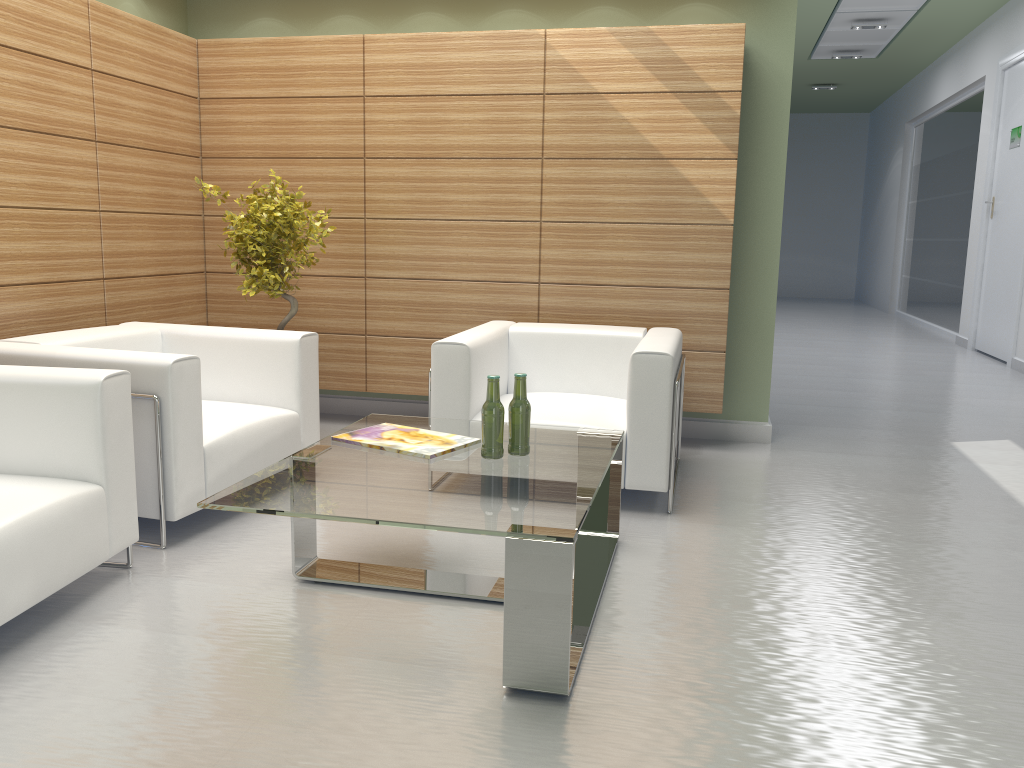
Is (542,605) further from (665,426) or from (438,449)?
(665,426)

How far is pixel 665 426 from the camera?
6.4m

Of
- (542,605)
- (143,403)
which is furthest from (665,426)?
(143,403)

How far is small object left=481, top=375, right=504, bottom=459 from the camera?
5.0m

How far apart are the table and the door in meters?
12.2 m

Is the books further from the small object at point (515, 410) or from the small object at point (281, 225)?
the small object at point (281, 225)

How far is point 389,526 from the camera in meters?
6.2 m

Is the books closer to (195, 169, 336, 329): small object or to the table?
the table

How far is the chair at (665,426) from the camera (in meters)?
6.41

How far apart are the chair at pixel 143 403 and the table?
0.94m
